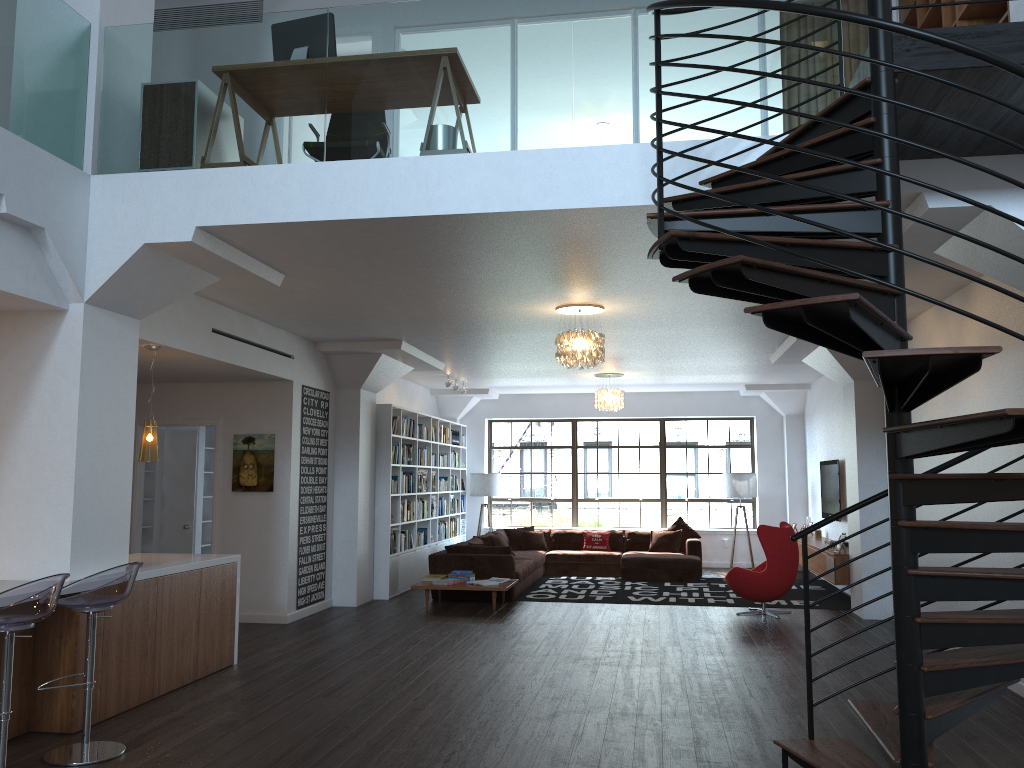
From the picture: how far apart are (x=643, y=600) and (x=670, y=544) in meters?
3.1 m

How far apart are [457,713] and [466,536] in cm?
1016

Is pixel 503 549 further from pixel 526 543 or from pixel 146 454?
pixel 146 454

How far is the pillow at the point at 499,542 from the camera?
12.7m

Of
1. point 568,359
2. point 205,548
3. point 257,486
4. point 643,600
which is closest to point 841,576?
point 643,600

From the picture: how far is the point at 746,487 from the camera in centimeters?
1442cm

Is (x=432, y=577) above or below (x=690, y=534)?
below

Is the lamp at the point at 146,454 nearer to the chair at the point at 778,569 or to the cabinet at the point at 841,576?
the chair at the point at 778,569

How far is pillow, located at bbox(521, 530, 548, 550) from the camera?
14.13m

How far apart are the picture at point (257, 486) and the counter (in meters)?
2.14
